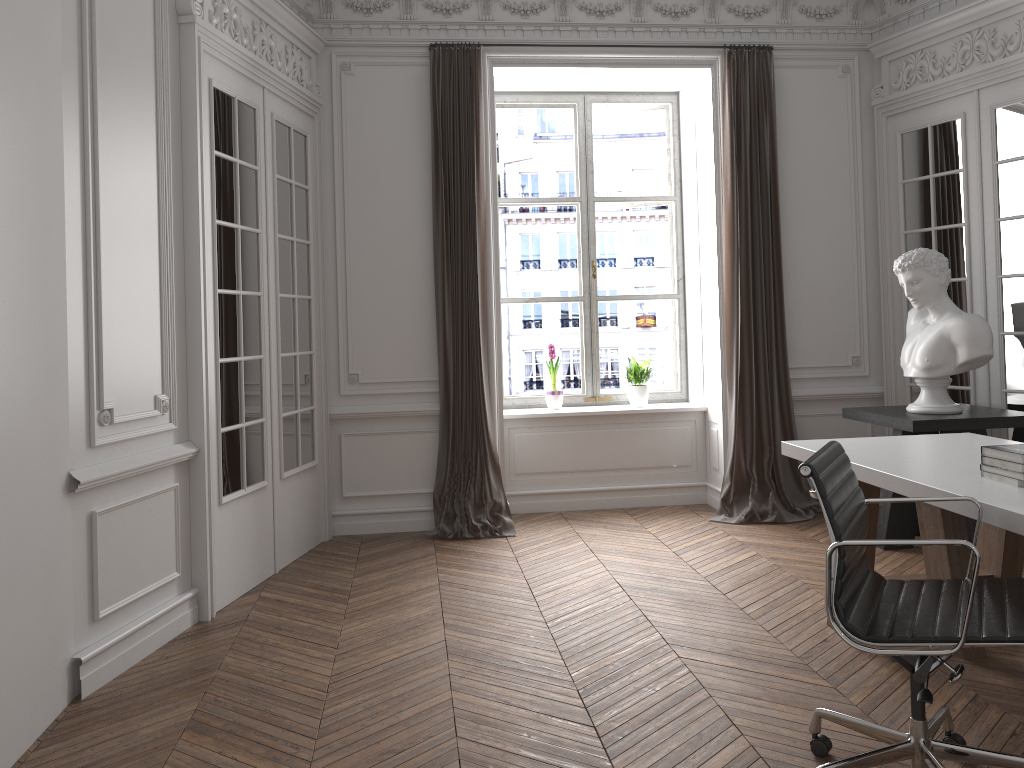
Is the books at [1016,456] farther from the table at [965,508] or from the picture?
the picture

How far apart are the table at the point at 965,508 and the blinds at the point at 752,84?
1.8 meters

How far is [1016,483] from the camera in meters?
2.8

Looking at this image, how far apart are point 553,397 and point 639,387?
0.6 meters

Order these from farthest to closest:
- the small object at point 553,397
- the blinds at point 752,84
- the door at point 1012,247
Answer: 1. the small object at point 553,397
2. the blinds at point 752,84
3. the door at point 1012,247

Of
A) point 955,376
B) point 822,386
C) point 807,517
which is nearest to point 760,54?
point 822,386

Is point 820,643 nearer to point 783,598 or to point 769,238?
point 783,598

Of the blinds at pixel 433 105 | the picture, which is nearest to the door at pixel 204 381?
the blinds at pixel 433 105

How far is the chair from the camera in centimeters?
216cm

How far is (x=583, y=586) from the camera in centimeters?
446cm
